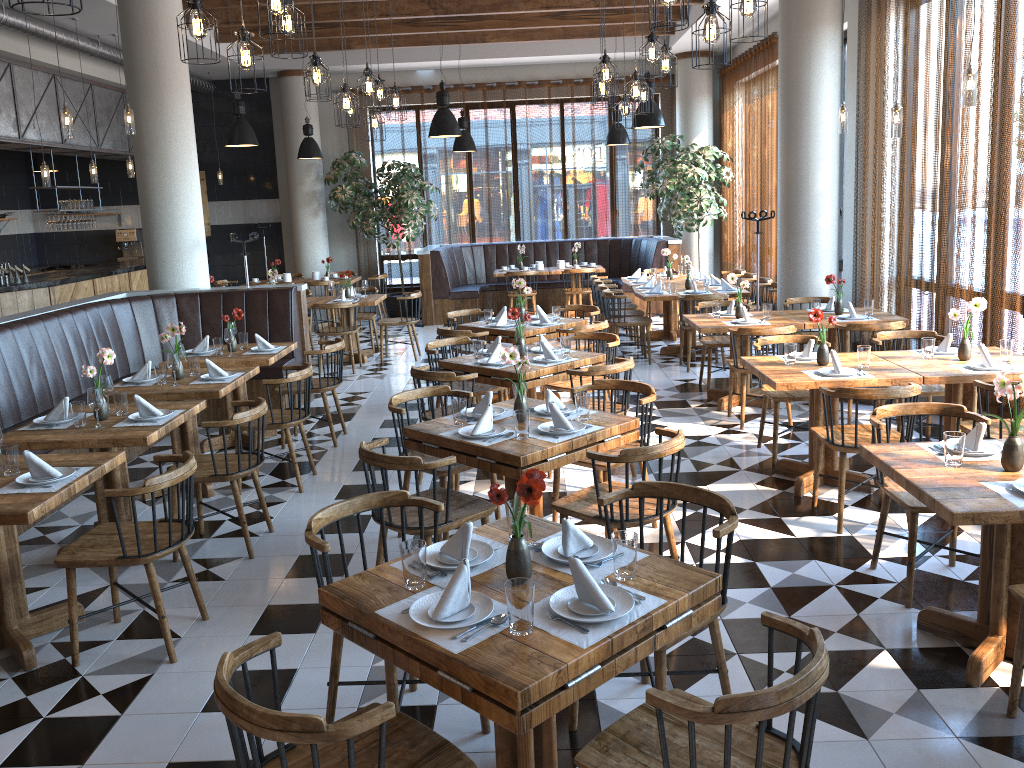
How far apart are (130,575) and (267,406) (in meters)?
1.15

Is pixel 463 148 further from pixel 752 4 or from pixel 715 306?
pixel 752 4

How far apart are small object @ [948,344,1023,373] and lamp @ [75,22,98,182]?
9.1 meters

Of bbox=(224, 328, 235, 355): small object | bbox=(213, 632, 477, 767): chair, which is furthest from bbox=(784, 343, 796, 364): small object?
bbox=(224, 328, 235, 355): small object

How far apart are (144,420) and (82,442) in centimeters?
37cm

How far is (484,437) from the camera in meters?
4.2 m

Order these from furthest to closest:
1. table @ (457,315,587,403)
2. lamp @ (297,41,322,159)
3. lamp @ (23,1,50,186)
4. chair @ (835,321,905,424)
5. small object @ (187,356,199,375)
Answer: lamp @ (297,41,322,159) → lamp @ (23,1,50,186) → table @ (457,315,587,403) → chair @ (835,321,905,424) → small object @ (187,356,199,375)

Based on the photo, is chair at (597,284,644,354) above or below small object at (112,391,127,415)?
below

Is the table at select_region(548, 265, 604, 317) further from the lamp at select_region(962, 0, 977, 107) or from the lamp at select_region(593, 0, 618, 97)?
the lamp at select_region(962, 0, 977, 107)

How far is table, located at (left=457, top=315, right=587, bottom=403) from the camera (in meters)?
7.57
